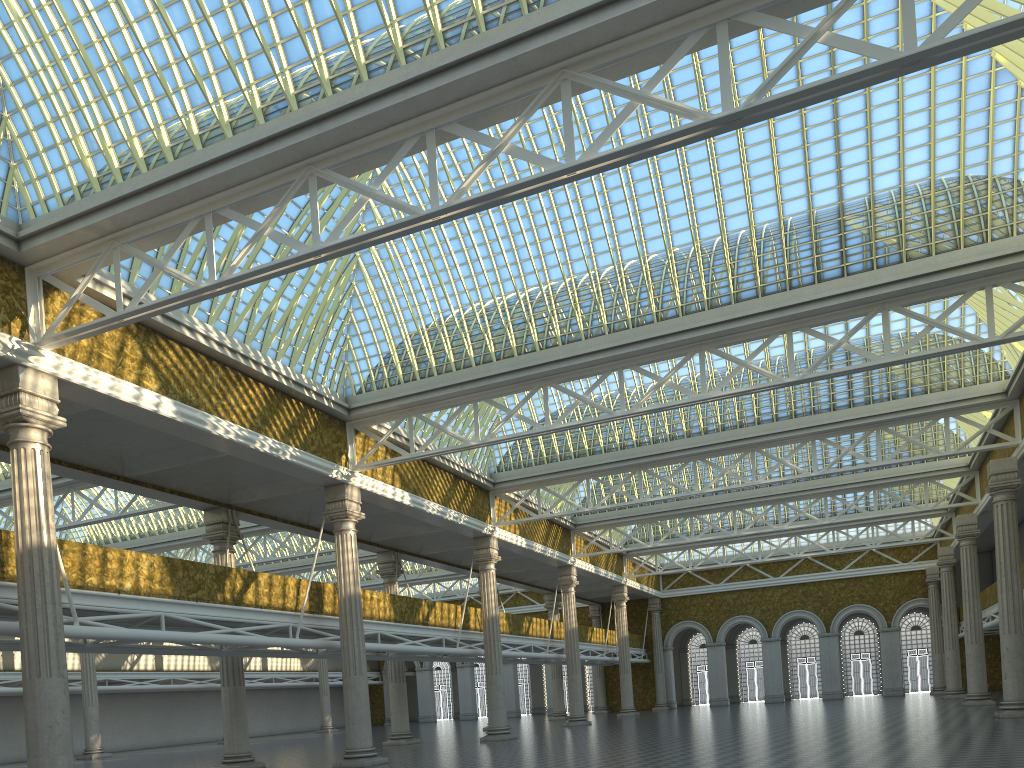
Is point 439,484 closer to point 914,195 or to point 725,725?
point 725,725
